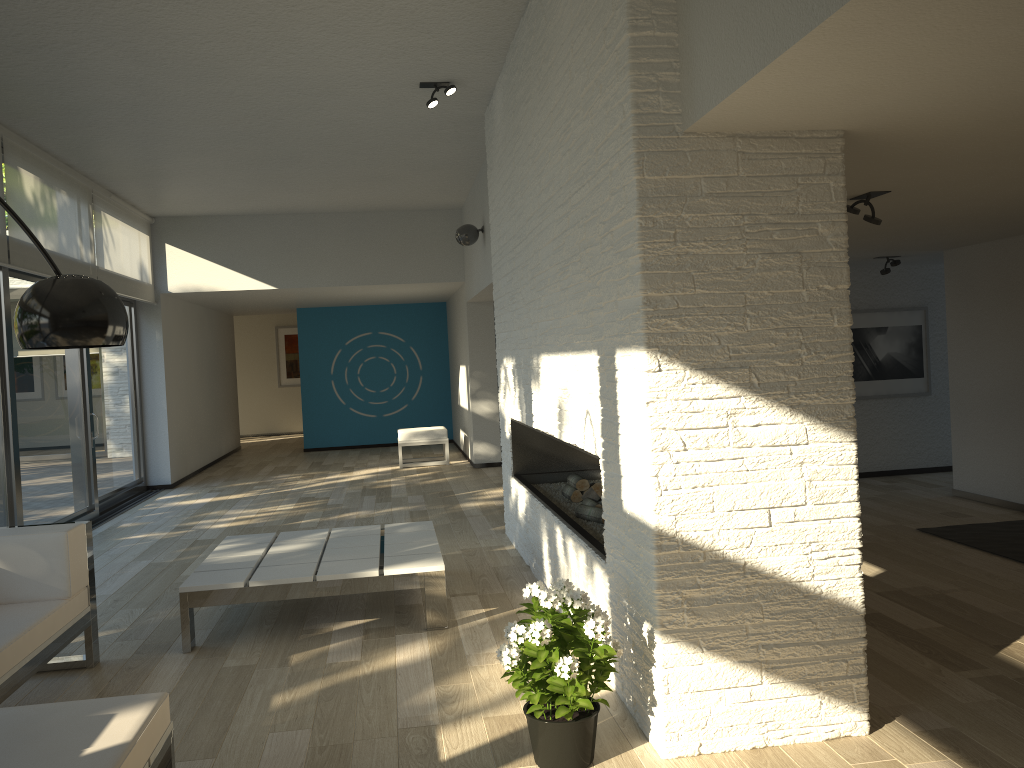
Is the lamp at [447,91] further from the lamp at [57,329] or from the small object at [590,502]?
the lamp at [57,329]

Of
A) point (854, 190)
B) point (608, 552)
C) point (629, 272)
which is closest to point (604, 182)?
point (629, 272)

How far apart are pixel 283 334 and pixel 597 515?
13.7 meters

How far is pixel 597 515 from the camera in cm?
447

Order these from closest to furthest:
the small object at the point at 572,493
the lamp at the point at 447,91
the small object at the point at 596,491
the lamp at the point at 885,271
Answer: the small object at the point at 596,491
the small object at the point at 572,493
the lamp at the point at 447,91
the lamp at the point at 885,271

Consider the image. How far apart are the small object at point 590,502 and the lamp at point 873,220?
1.95m

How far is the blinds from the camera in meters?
6.3

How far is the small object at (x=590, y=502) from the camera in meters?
4.7

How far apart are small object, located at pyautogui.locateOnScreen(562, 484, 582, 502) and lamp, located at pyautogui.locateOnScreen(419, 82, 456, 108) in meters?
2.6

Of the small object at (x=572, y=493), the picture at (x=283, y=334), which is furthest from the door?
the picture at (x=283, y=334)
